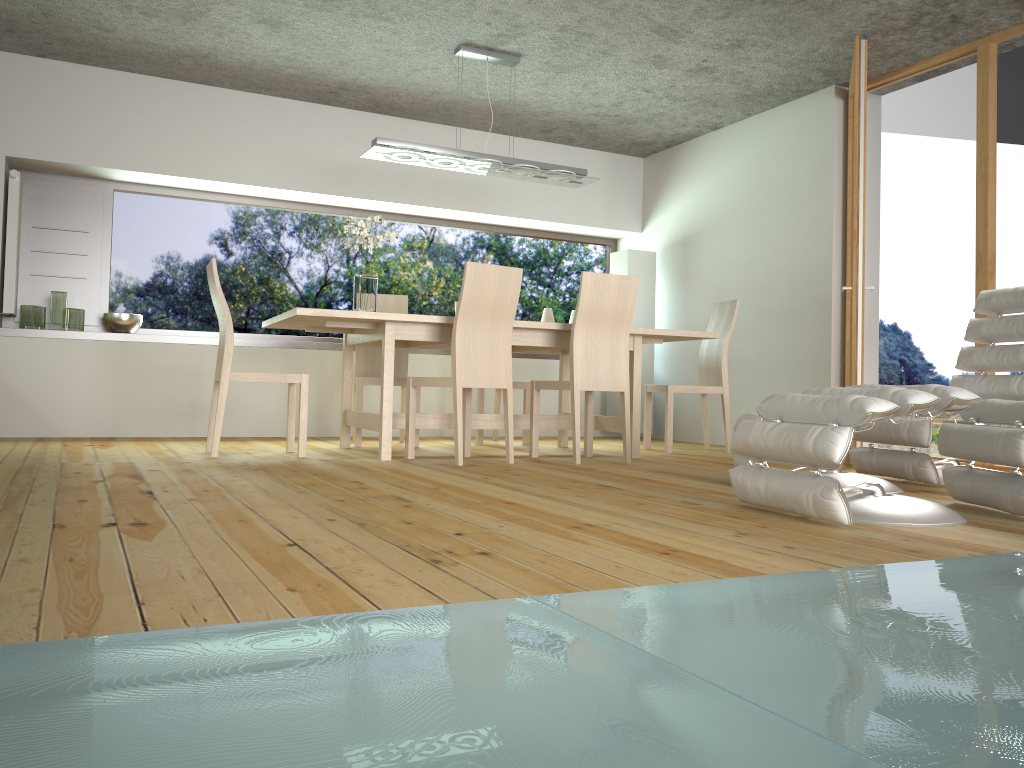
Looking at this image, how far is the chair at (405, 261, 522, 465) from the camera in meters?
4.4

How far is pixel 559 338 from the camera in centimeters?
499cm

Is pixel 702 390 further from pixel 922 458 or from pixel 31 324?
pixel 31 324

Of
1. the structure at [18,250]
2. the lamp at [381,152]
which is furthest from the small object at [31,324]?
the lamp at [381,152]

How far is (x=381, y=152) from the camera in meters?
5.1 m

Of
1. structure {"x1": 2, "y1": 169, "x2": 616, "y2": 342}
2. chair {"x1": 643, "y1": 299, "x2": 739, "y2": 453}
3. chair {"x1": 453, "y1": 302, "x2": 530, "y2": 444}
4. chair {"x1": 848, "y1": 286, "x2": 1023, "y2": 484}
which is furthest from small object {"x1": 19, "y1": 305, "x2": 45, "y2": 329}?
chair {"x1": 848, "y1": 286, "x2": 1023, "y2": 484}

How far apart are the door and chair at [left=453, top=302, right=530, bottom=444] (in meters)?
2.11

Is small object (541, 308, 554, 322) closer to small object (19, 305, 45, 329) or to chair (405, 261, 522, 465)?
chair (405, 261, 522, 465)

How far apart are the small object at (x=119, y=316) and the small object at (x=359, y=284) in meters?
2.0

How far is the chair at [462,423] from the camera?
4.43m
